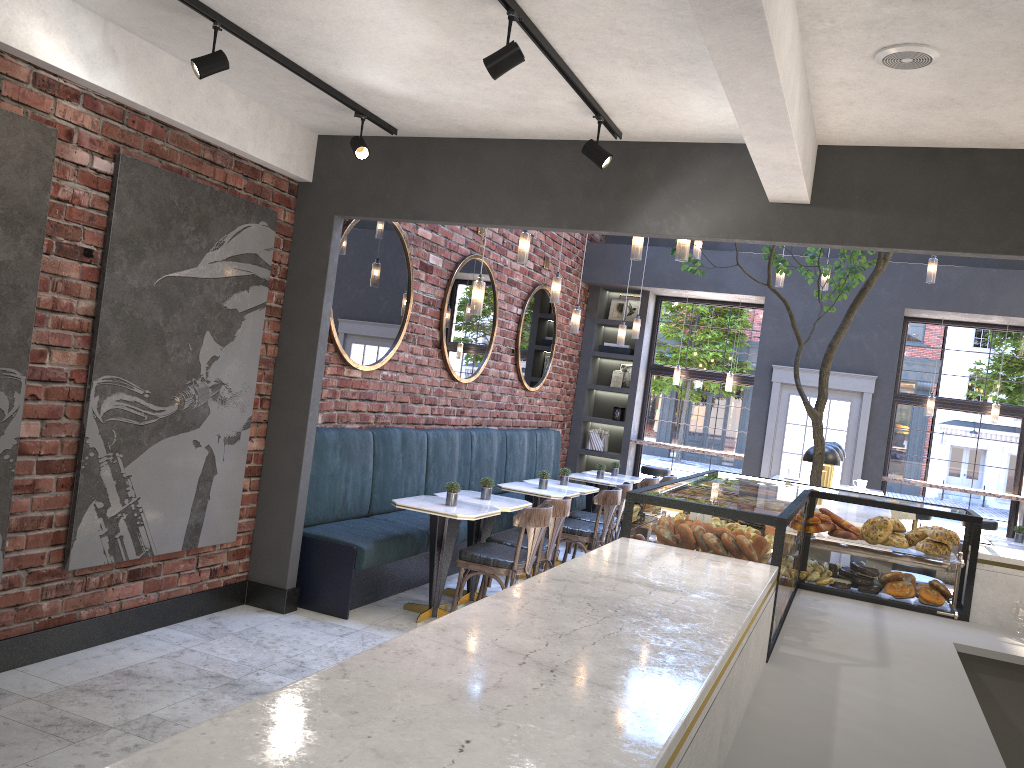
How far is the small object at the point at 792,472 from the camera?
8.47m

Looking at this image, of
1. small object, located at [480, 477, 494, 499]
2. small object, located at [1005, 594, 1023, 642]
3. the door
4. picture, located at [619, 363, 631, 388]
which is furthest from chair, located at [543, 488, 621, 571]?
picture, located at [619, 363, 631, 388]

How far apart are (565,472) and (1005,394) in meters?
5.5 m

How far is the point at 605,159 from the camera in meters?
4.3 m

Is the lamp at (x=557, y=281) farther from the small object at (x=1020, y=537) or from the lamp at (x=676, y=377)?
the small object at (x=1020, y=537)

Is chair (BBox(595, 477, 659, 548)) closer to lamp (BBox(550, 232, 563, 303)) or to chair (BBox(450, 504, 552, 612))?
lamp (BBox(550, 232, 563, 303))

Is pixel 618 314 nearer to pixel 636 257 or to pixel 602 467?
pixel 602 467

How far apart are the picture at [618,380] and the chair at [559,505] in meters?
5.4

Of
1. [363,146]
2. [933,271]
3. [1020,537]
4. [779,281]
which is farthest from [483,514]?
[1020,537]

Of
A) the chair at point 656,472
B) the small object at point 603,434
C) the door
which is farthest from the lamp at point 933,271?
the small object at point 603,434
